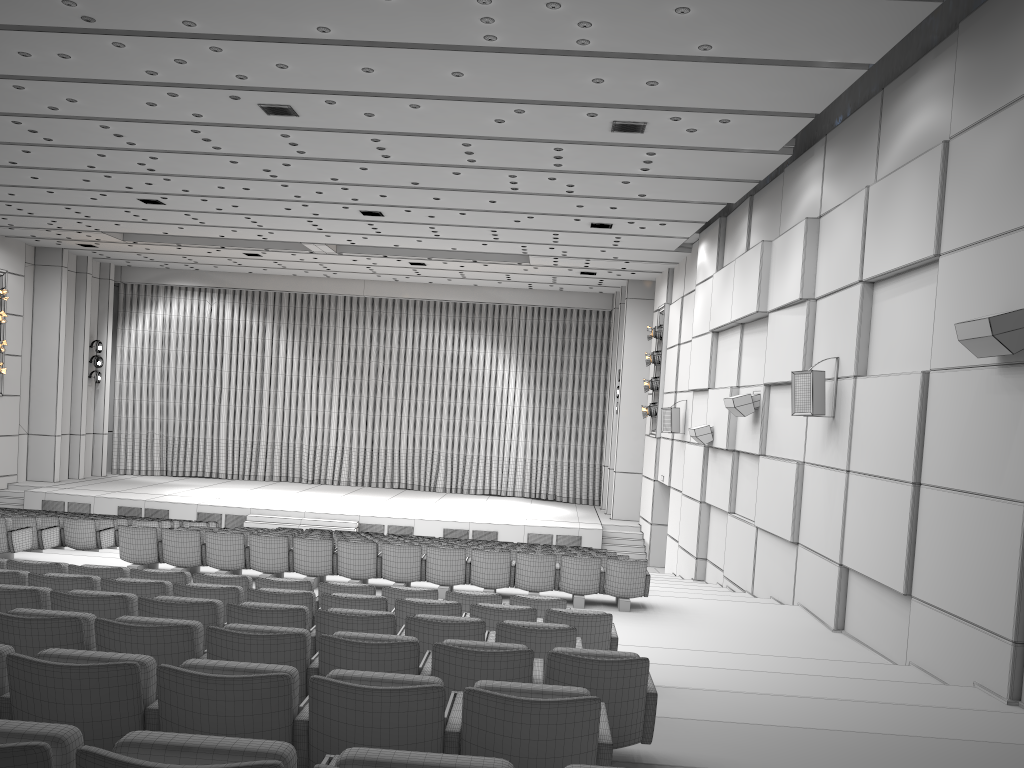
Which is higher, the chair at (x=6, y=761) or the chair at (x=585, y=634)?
the chair at (x=6, y=761)

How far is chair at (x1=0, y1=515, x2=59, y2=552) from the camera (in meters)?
12.01

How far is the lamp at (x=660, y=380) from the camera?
21.9 meters

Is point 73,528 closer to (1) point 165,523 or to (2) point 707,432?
(1) point 165,523

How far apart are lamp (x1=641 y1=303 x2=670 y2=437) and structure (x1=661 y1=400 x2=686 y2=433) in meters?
2.7 m

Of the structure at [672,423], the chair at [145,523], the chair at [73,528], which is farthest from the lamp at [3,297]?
the structure at [672,423]

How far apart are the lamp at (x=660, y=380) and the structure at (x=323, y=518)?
2.6 meters

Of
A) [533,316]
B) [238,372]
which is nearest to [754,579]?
[533,316]

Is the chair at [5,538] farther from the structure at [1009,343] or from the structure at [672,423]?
the structure at [672,423]

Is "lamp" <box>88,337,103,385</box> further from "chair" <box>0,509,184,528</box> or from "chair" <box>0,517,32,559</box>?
"chair" <box>0,517,32,559</box>
